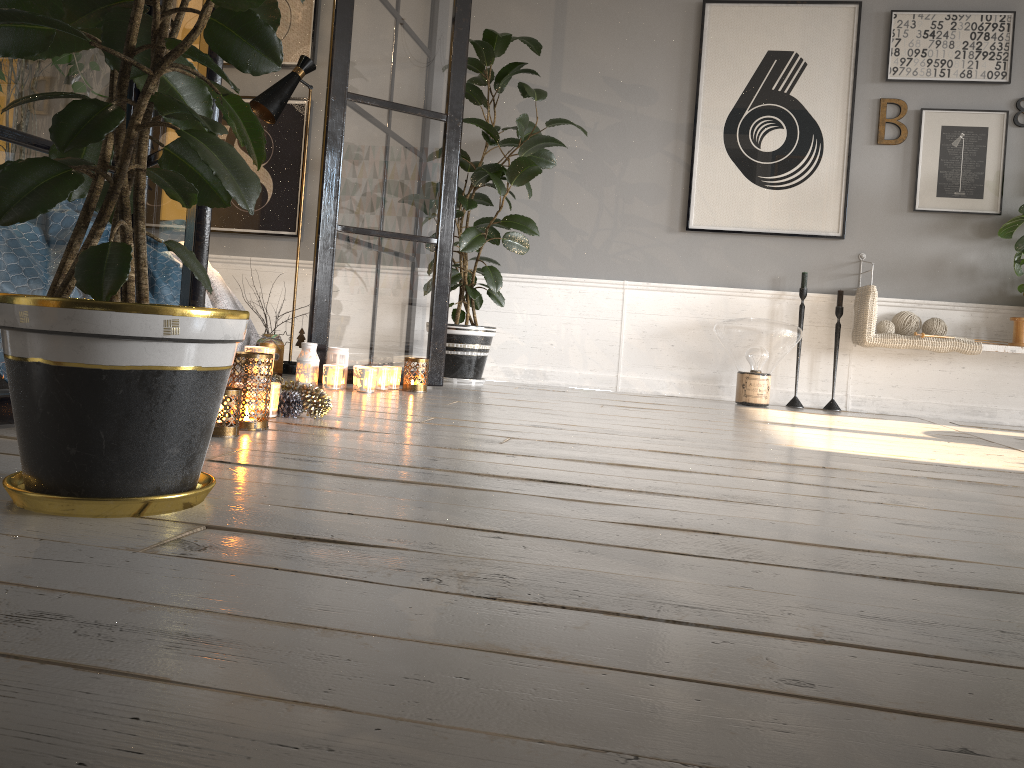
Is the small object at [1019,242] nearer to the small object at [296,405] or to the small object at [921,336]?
the small object at [921,336]

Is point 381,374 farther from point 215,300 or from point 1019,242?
point 1019,242

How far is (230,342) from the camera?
1.3 meters

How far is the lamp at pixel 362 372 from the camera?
3.5 meters

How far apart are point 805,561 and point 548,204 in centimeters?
377cm

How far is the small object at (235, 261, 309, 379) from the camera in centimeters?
366cm

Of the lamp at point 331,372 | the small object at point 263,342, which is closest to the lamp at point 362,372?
the lamp at point 331,372

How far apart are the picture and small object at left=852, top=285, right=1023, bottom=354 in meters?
0.3 m

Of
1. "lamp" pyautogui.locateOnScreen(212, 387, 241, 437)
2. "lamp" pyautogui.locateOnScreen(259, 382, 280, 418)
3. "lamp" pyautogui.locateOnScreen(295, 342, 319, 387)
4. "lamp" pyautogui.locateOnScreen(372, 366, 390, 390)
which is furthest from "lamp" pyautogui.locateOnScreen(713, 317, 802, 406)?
"lamp" pyautogui.locateOnScreen(212, 387, 241, 437)

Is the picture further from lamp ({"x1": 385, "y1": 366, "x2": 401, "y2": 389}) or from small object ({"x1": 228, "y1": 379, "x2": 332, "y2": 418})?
small object ({"x1": 228, "y1": 379, "x2": 332, "y2": 418})
